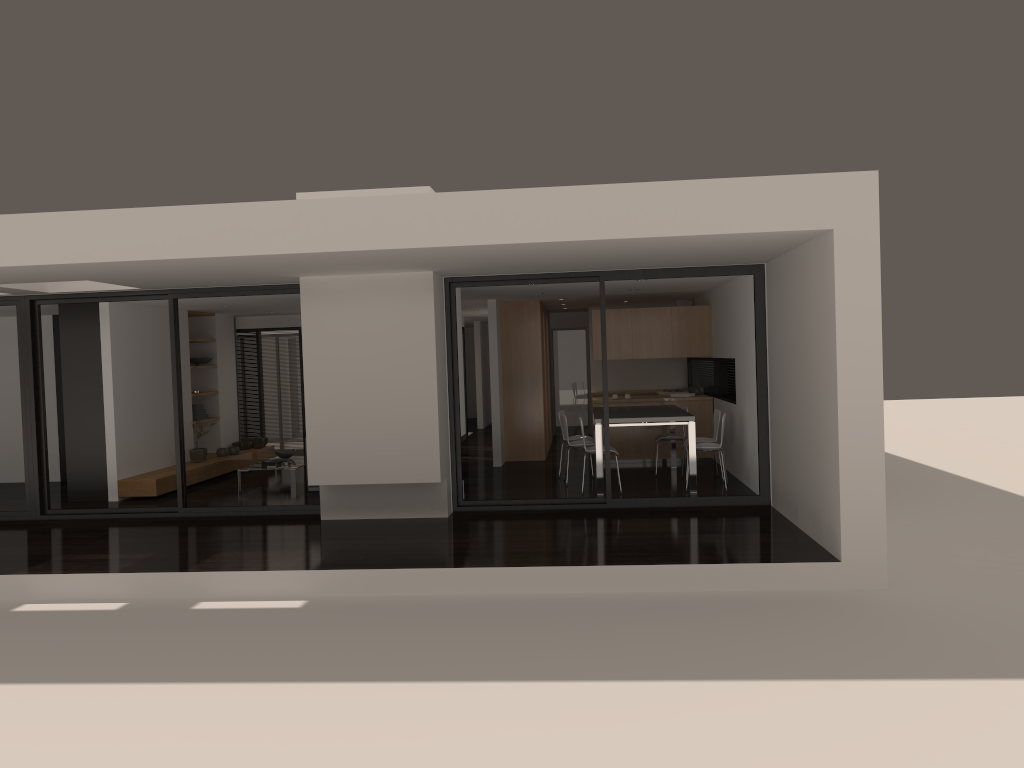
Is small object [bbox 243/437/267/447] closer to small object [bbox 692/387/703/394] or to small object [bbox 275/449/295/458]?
small object [bbox 275/449/295/458]

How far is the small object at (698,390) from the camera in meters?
13.1

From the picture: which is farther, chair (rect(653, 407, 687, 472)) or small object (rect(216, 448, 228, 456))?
small object (rect(216, 448, 228, 456))

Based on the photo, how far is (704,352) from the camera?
12.50m

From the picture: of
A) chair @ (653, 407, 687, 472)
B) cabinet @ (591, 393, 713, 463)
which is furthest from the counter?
chair @ (653, 407, 687, 472)

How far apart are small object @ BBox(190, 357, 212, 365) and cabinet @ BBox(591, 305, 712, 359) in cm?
583

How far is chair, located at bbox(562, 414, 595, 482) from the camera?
10.7 meters

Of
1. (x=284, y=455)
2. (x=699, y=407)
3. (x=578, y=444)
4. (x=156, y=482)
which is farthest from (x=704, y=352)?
(x=156, y=482)

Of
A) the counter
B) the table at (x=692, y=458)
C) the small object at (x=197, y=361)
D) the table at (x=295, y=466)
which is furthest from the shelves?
the counter

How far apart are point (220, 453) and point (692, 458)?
7.11m
